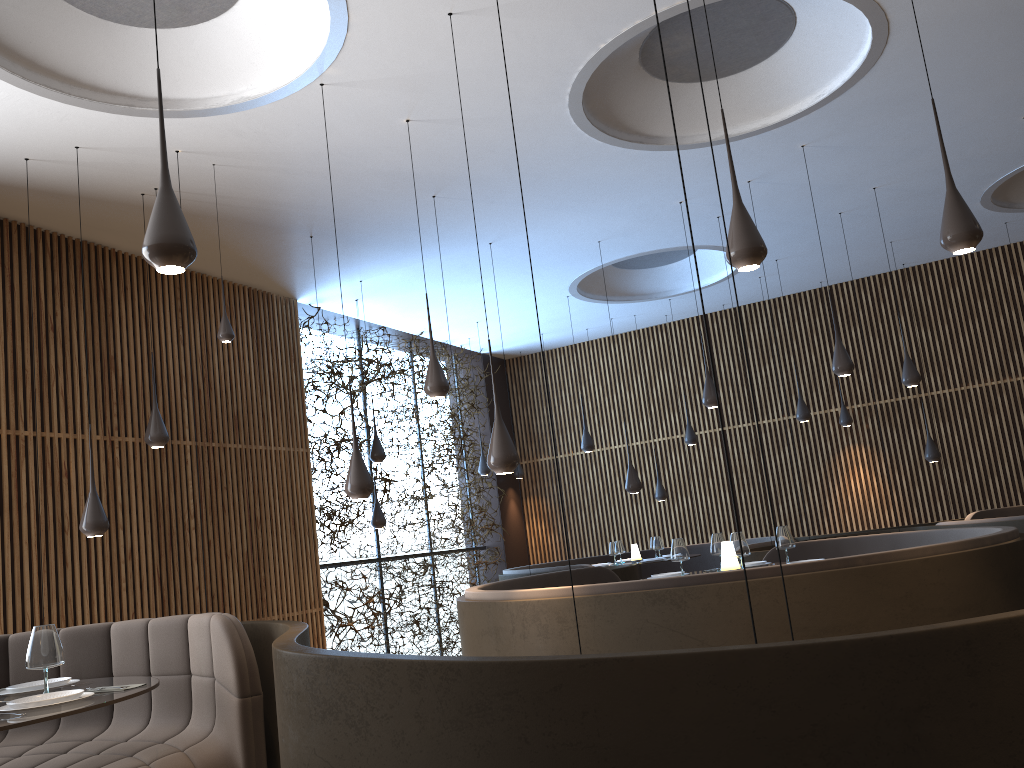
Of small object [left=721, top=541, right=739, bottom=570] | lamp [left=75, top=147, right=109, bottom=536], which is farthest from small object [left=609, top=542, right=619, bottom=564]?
lamp [left=75, top=147, right=109, bottom=536]

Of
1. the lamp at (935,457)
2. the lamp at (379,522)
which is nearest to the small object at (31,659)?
the lamp at (379,522)

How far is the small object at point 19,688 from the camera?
3.9m

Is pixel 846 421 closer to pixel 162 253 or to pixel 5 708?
pixel 162 253

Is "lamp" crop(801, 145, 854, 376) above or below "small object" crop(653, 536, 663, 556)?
above

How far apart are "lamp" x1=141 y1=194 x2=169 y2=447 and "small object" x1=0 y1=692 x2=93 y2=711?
4.08m

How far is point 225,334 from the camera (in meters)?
7.04

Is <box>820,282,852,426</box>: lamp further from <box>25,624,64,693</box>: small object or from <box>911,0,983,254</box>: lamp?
<box>25,624,64,693</box>: small object

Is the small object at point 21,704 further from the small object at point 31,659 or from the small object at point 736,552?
the small object at point 736,552

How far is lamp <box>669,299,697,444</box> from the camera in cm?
1295
